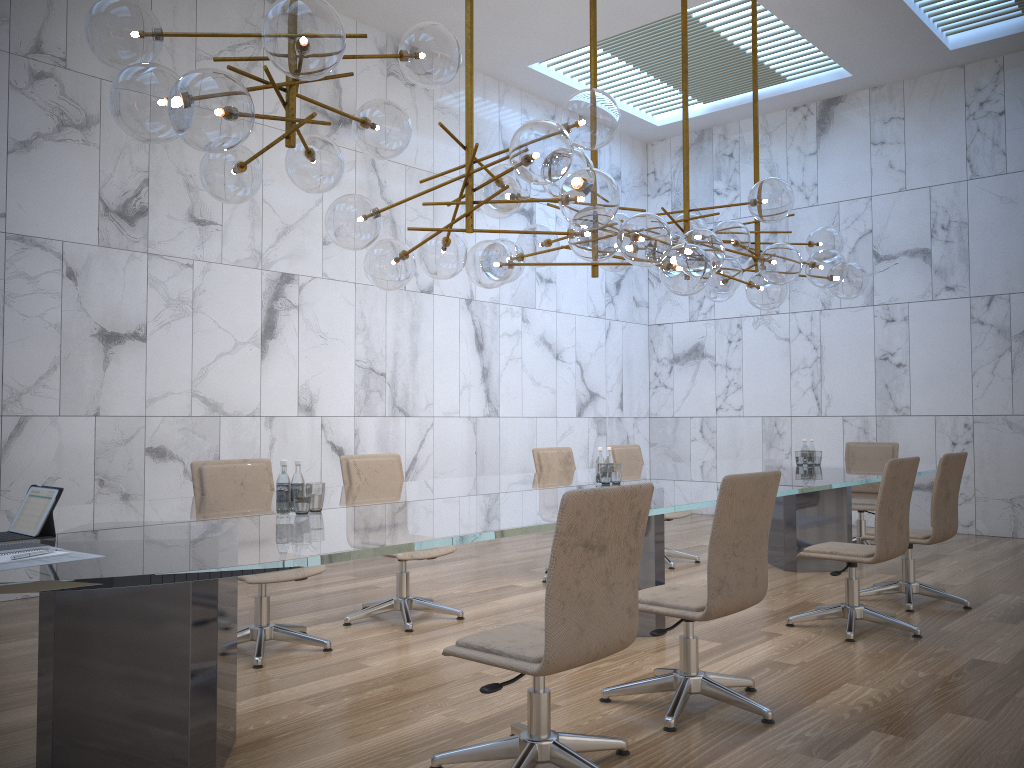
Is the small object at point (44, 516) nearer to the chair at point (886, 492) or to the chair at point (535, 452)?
the chair at point (886, 492)

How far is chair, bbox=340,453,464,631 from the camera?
5.30m

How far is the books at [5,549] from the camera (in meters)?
2.48

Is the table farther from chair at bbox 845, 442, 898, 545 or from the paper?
chair at bbox 845, 442, 898, 545

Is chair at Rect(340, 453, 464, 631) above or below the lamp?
below

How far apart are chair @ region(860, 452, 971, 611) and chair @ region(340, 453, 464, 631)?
2.71m

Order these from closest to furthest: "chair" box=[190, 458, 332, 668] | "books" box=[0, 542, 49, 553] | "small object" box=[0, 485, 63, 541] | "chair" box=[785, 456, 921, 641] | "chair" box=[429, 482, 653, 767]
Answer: A: 1. "books" box=[0, 542, 49, 553]
2. "chair" box=[429, 482, 653, 767]
3. "small object" box=[0, 485, 63, 541]
4. "chair" box=[190, 458, 332, 668]
5. "chair" box=[785, 456, 921, 641]

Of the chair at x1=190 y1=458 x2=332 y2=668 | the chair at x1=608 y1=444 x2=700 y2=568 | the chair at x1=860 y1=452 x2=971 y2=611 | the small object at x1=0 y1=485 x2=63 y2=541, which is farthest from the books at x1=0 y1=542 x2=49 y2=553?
the chair at x1=608 y1=444 x2=700 y2=568

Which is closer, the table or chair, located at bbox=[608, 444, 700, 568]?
the table

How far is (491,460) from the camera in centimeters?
962cm
